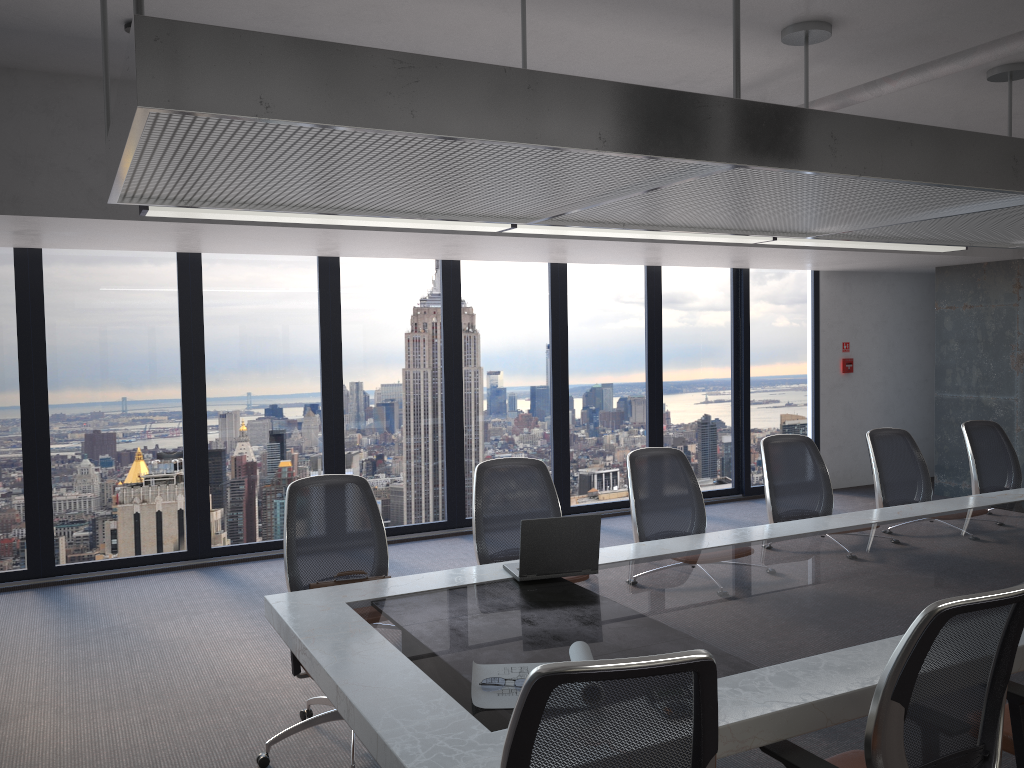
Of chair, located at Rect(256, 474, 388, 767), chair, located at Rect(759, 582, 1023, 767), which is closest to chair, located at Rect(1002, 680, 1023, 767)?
chair, located at Rect(759, 582, 1023, 767)

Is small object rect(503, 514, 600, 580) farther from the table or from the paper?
the paper

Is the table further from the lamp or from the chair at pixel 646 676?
the lamp

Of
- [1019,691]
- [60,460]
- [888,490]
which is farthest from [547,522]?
[60,460]

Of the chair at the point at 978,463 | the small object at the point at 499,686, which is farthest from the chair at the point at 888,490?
the small object at the point at 499,686

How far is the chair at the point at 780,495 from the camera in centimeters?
546cm

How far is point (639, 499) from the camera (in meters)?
4.88

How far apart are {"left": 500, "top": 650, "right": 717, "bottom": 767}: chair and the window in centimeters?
599cm

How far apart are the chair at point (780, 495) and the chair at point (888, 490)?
0.37m

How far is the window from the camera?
6.8m
